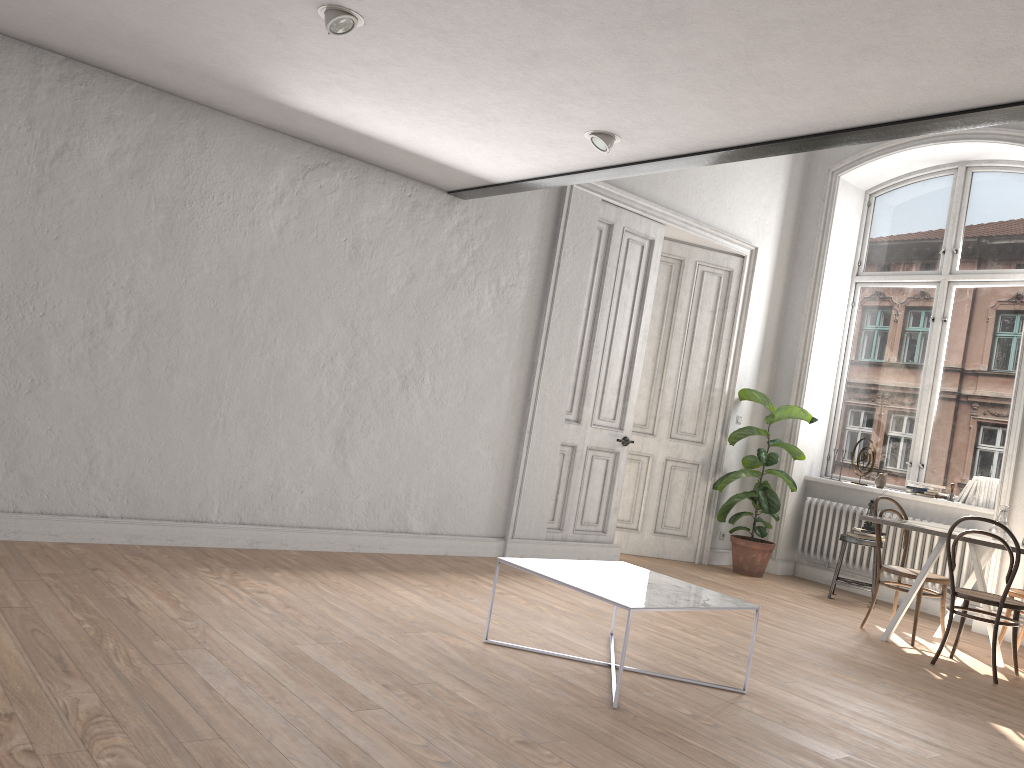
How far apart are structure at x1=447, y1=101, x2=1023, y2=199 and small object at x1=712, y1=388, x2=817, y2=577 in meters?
3.4 m

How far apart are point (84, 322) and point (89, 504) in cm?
97

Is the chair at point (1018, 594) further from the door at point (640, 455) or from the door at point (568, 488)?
the door at point (568, 488)

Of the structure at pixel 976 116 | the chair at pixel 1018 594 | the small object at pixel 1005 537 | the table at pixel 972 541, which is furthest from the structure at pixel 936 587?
the structure at pixel 976 116

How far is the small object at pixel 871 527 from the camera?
7.29m

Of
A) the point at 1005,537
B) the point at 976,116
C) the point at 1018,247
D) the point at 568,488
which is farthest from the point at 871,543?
the point at 976,116

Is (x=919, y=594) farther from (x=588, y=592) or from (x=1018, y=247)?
(x=1018, y=247)

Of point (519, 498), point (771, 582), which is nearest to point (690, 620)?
point (519, 498)

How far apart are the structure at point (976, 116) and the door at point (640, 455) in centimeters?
251cm

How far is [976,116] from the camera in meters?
3.3
